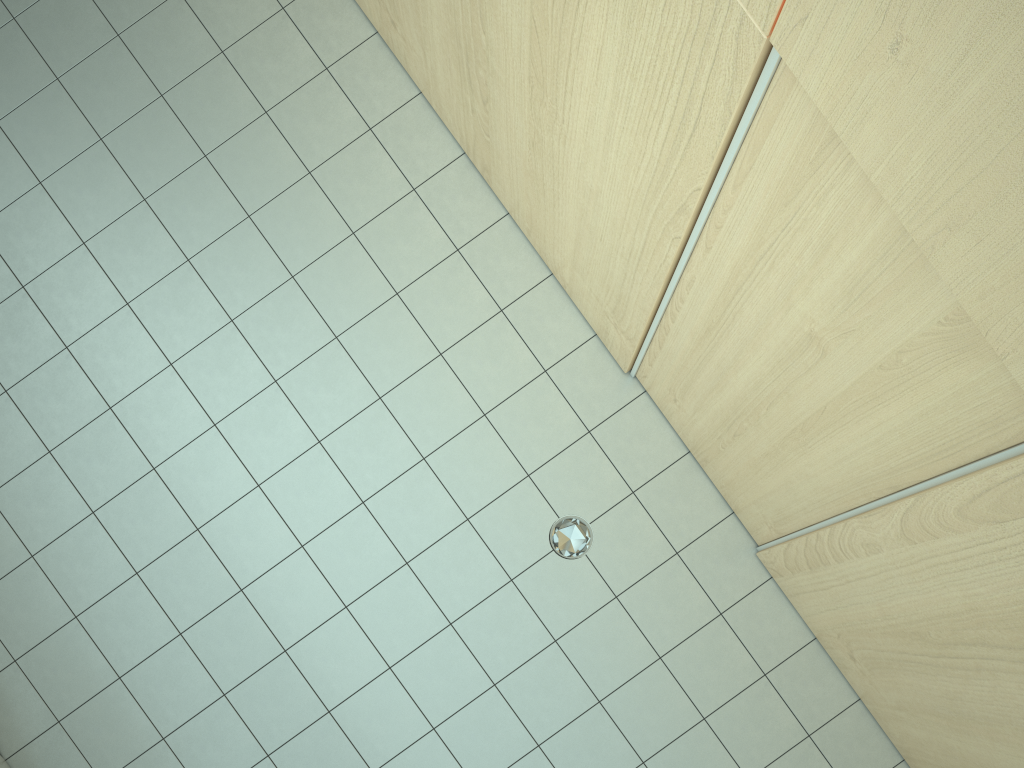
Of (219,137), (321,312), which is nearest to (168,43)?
(219,137)
